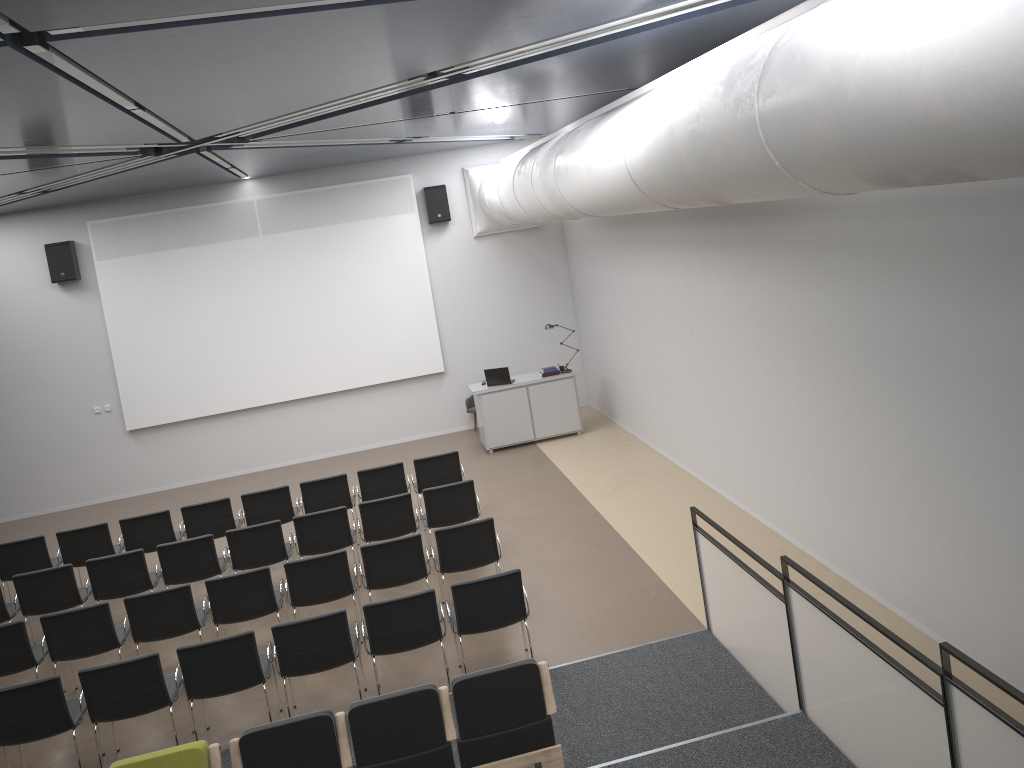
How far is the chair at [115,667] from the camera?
6.48m

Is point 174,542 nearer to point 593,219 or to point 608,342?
point 608,342

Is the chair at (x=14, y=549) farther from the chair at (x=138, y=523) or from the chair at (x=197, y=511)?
the chair at (x=197, y=511)

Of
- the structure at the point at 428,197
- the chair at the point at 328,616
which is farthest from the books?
the chair at the point at 328,616

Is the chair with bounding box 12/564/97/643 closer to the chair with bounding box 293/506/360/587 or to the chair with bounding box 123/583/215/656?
the chair with bounding box 123/583/215/656

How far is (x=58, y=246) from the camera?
13.7m

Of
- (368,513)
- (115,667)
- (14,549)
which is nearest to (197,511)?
(14,549)

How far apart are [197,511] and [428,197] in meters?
6.7 m

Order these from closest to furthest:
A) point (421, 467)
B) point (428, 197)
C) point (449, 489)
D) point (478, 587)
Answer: point (478, 587) < point (449, 489) < point (421, 467) < point (428, 197)

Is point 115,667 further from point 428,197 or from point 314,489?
point 428,197
